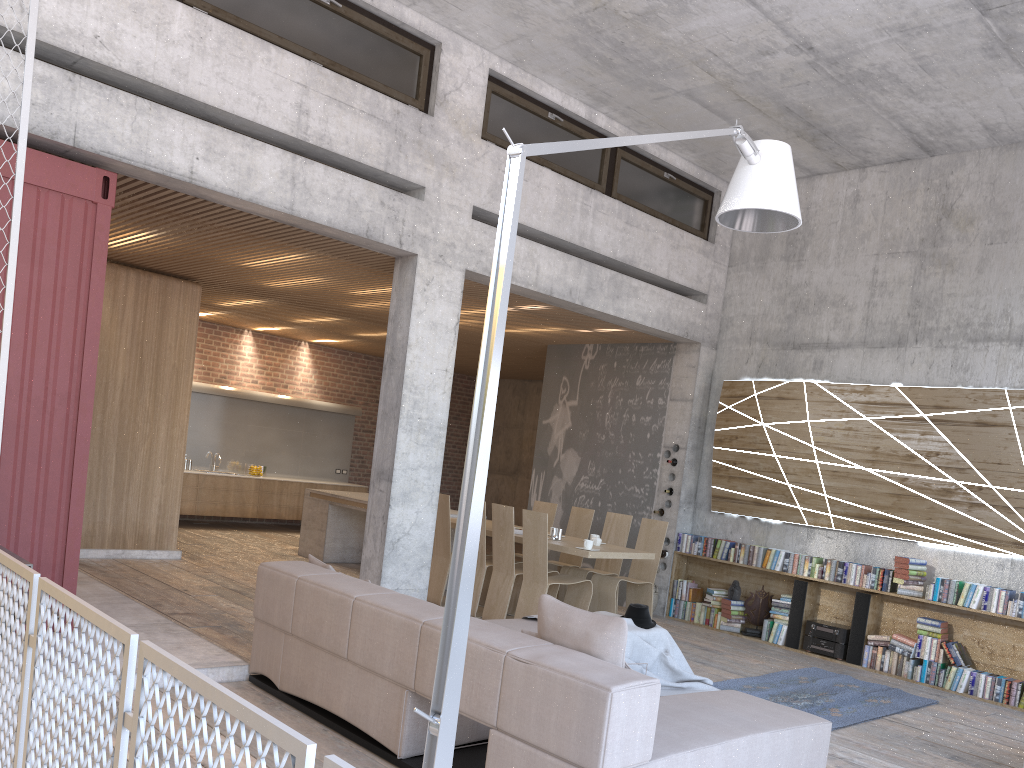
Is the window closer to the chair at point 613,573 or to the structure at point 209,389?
the chair at point 613,573

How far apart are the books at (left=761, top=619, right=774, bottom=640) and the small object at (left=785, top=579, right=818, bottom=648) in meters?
0.3 m

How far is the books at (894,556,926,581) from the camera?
8.2 meters

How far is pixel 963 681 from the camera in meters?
7.8 m

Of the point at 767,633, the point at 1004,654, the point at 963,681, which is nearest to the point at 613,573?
the point at 767,633

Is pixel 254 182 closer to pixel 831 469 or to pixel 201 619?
pixel 201 619

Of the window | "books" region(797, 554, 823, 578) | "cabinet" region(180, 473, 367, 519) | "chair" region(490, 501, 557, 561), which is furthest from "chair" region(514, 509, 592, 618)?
"cabinet" region(180, 473, 367, 519)

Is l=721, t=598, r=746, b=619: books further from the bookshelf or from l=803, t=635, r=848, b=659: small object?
l=803, t=635, r=848, b=659: small object

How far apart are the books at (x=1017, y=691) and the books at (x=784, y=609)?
1.9 meters

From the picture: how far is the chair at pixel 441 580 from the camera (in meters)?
9.13
